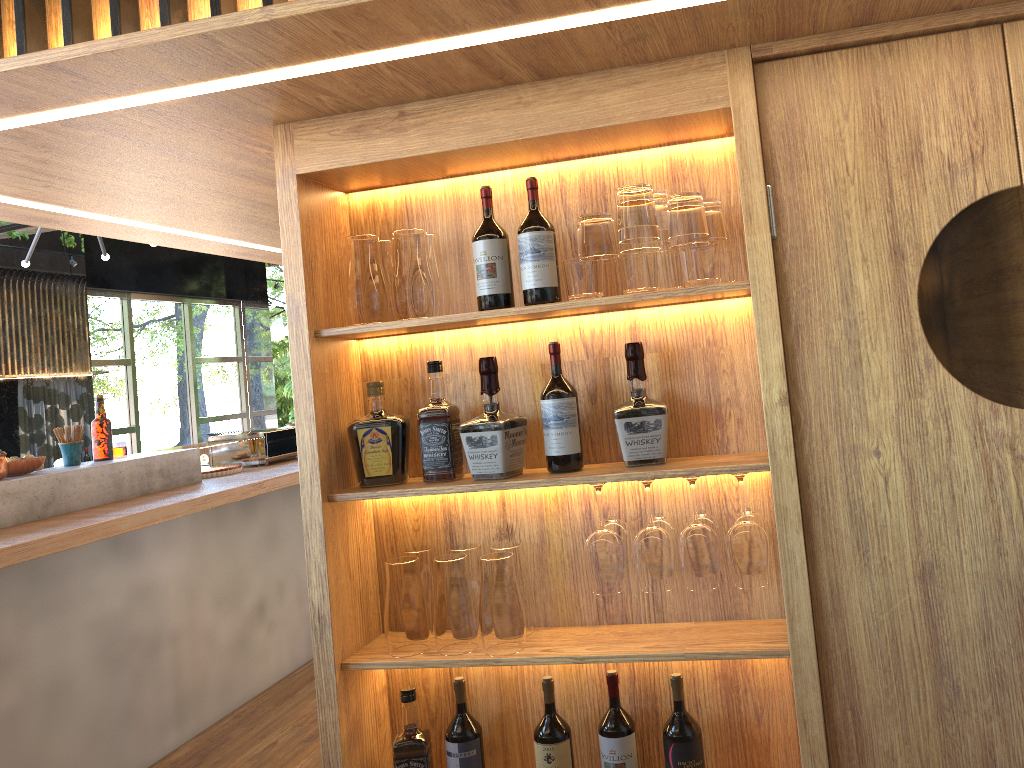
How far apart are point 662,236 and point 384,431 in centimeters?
80cm

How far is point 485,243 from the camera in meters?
2.0

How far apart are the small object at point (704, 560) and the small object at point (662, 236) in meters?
0.5

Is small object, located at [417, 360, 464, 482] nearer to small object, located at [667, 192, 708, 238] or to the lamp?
A: small object, located at [667, 192, 708, 238]

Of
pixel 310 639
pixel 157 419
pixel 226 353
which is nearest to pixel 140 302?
pixel 157 419

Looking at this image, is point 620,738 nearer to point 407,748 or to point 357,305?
point 407,748

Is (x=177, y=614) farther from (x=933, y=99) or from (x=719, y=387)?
(x=933, y=99)

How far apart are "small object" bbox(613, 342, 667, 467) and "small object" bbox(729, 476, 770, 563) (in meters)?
0.22

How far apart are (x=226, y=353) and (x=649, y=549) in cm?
1017

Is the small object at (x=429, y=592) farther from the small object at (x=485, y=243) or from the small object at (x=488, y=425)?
the small object at (x=485, y=243)
